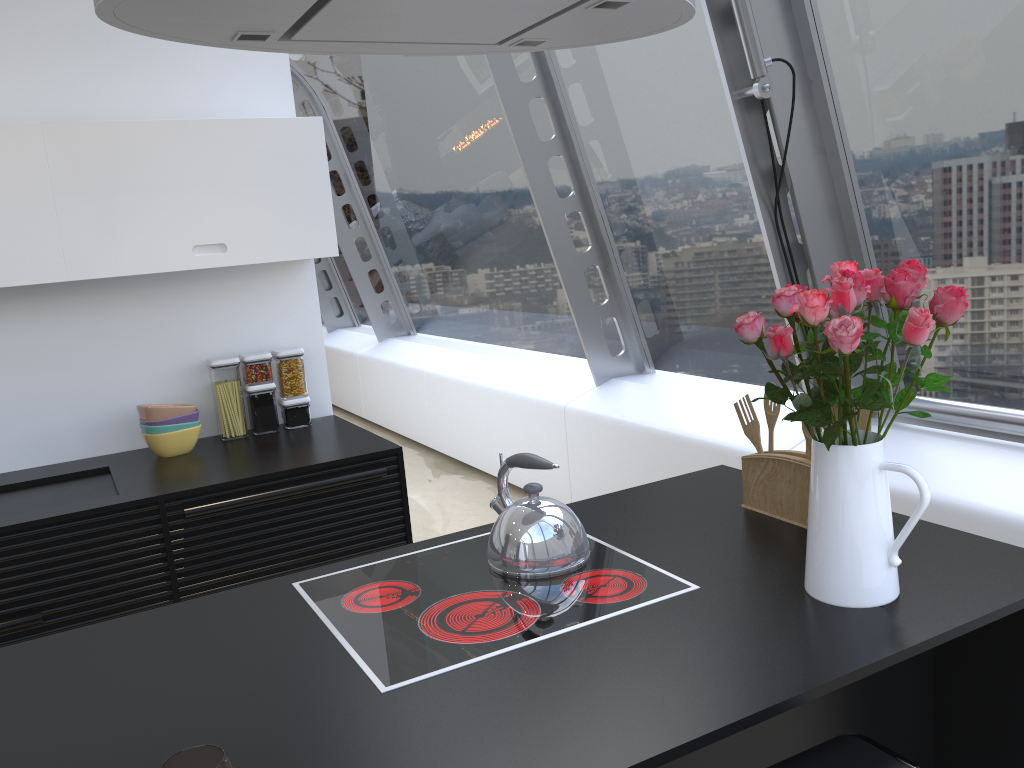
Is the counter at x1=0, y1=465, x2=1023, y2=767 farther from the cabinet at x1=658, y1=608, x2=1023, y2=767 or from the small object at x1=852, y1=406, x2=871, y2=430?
the small object at x1=852, y1=406, x2=871, y2=430

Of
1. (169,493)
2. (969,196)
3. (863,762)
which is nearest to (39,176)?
(169,493)

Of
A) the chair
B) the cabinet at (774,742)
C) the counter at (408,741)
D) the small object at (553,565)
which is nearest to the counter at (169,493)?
the counter at (408,741)

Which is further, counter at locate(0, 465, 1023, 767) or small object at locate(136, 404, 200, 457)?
small object at locate(136, 404, 200, 457)

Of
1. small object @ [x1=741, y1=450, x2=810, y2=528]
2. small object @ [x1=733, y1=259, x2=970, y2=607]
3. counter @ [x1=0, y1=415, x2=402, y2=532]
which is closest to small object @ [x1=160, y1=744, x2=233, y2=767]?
small object @ [x1=733, y1=259, x2=970, y2=607]

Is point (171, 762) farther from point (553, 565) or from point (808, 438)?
point (808, 438)

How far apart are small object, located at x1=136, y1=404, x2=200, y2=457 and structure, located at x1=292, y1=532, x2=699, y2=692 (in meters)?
1.54

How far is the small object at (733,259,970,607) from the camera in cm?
143

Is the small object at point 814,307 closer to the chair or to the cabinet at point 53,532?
the chair

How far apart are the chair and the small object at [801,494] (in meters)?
0.63
